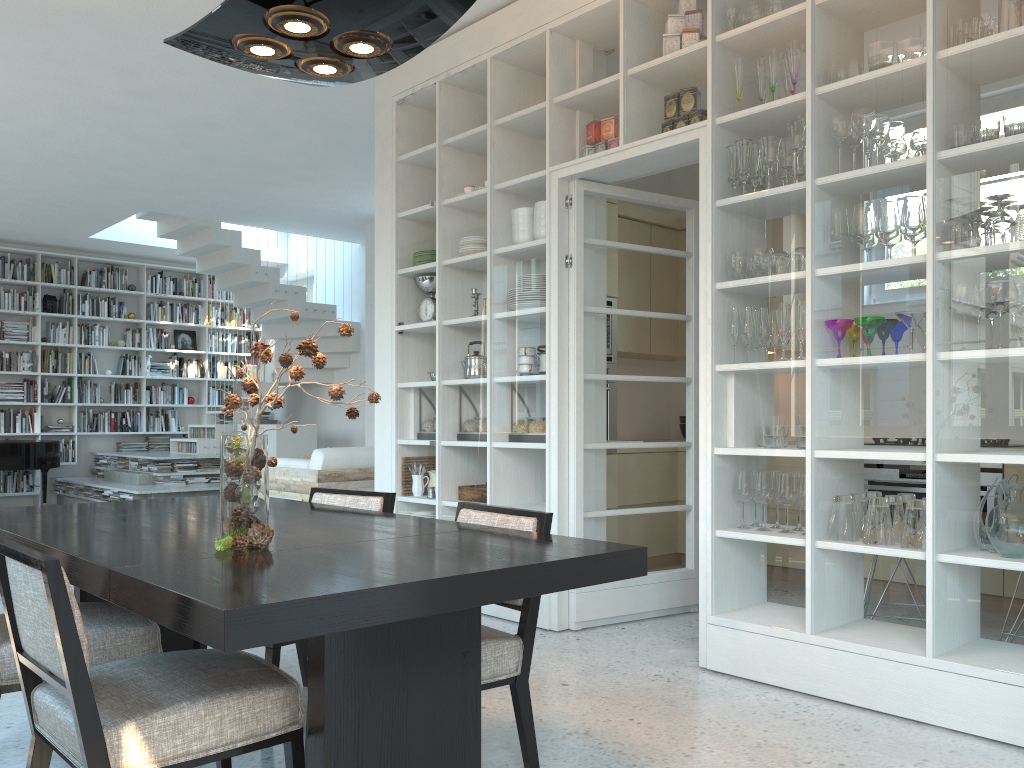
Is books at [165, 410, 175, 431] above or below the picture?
below

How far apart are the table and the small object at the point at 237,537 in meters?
0.0

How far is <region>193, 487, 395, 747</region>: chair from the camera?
2.82m

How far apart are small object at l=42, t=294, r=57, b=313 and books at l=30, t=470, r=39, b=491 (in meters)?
2.02

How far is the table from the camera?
1.6m

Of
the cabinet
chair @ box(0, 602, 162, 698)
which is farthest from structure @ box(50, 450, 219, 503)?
chair @ box(0, 602, 162, 698)

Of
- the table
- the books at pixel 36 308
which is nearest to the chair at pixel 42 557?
the table

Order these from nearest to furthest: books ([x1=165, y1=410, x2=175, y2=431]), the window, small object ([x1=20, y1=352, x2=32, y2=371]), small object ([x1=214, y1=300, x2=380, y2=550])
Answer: small object ([x1=214, y1=300, x2=380, y2=550]) < small object ([x1=20, y1=352, x2=32, y2=371]) < books ([x1=165, y1=410, x2=175, y2=431]) < the window

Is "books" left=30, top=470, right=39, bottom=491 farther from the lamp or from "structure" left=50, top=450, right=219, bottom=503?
the lamp

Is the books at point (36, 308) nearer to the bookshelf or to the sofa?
the bookshelf
